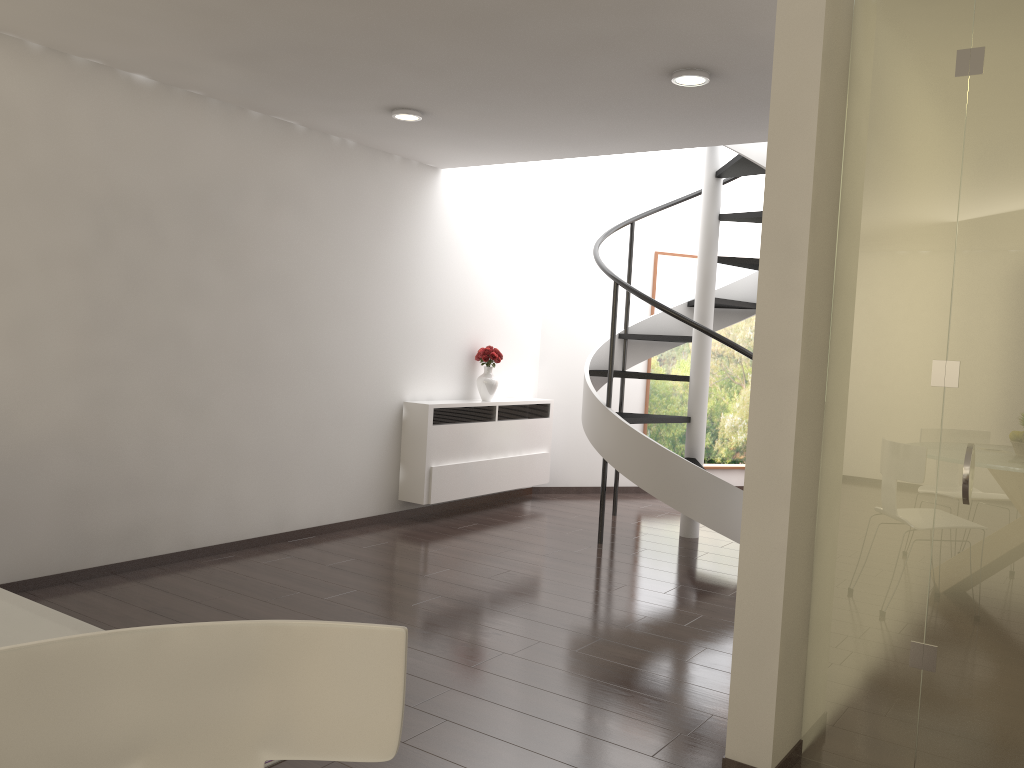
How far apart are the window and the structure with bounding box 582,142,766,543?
1.2m

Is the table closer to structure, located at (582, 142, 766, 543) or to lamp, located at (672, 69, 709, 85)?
lamp, located at (672, 69, 709, 85)

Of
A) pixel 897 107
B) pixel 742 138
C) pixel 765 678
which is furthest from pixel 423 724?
pixel 742 138

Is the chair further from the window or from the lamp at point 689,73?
→ the window

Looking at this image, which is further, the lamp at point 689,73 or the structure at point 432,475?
the structure at point 432,475

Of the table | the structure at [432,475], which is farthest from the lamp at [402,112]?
the table

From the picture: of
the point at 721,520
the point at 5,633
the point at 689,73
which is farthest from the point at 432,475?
the point at 5,633

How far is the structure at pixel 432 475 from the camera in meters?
7.1 m

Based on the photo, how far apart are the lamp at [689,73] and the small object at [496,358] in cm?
360

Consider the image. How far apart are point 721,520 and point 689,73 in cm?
321
